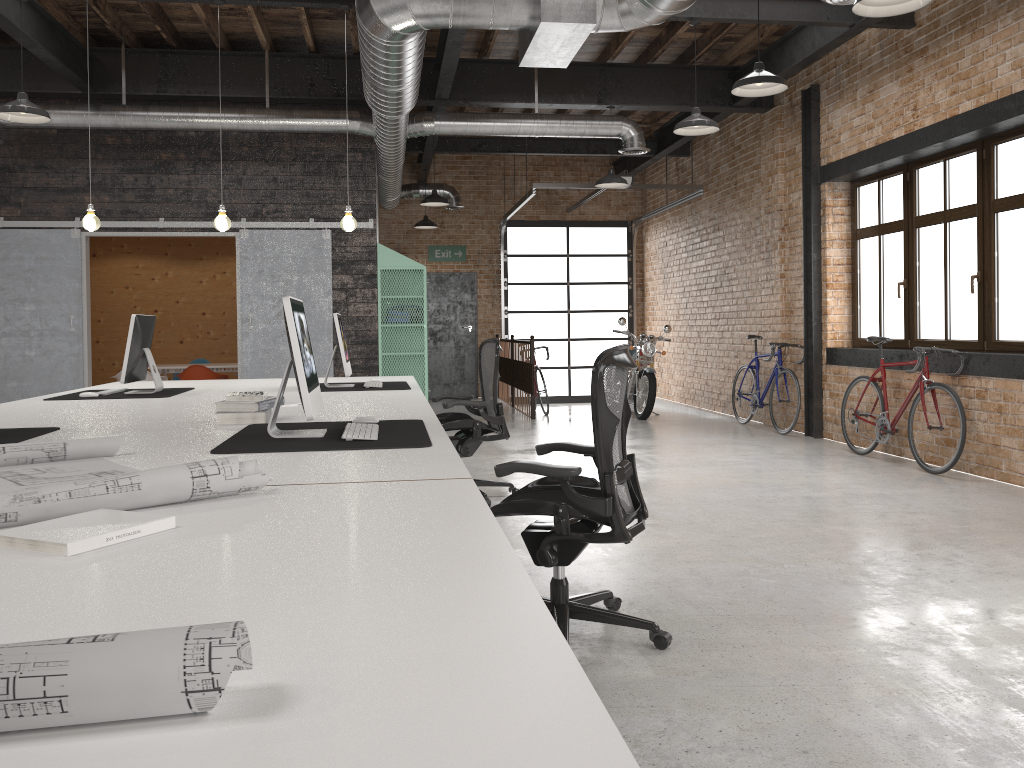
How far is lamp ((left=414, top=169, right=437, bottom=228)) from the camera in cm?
1316

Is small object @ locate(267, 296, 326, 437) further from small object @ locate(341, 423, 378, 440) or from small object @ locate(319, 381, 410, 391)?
small object @ locate(319, 381, 410, 391)

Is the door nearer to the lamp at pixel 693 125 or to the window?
the window

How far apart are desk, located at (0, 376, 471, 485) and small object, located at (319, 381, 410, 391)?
0.1 meters

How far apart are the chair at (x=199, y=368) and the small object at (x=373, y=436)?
7.7 meters

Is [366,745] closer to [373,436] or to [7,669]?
[7,669]

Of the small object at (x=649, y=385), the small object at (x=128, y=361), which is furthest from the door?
the small object at (x=128, y=361)

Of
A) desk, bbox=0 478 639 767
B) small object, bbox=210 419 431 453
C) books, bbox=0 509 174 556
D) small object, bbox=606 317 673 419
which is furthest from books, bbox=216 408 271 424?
small object, bbox=606 317 673 419

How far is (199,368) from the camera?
10.33m

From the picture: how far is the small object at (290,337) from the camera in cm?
290
